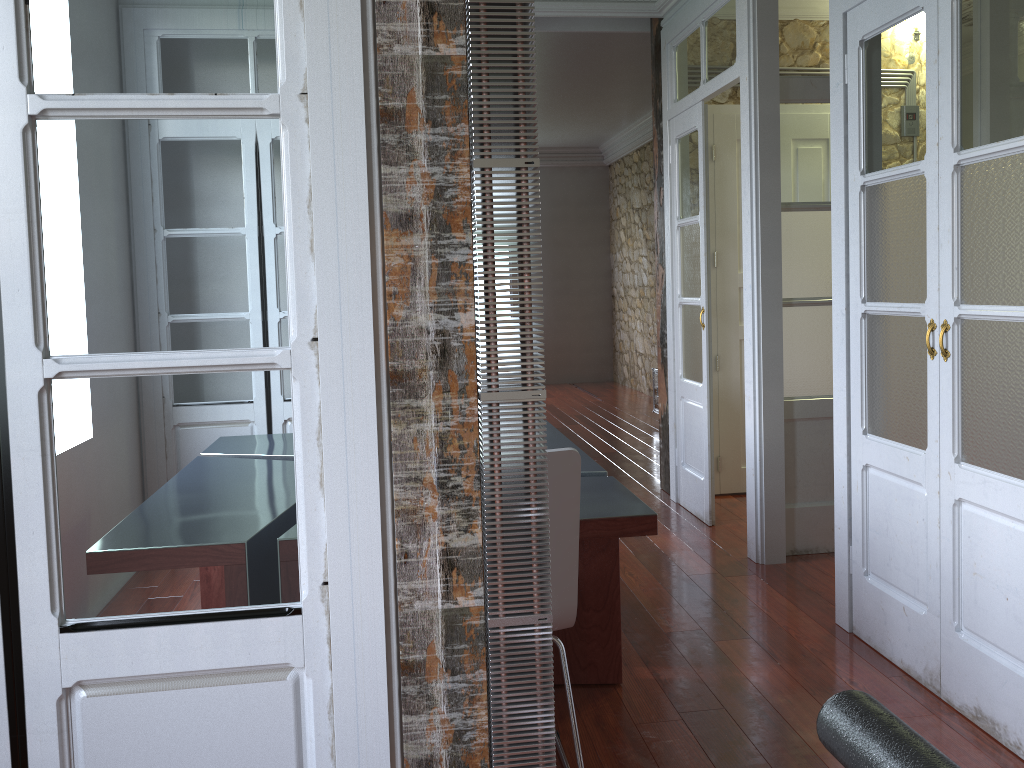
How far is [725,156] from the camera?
5.07m

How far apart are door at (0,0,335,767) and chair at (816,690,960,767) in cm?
113

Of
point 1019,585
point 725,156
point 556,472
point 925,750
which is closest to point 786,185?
point 725,156

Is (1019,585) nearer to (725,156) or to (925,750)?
(925,750)

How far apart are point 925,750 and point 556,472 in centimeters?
148cm

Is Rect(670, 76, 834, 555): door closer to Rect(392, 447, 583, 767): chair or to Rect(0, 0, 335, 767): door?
Rect(392, 447, 583, 767): chair

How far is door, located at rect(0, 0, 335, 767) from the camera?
1.45m

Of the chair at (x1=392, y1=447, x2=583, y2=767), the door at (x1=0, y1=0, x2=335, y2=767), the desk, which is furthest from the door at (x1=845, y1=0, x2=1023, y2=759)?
the door at (x1=0, y1=0, x2=335, y2=767)

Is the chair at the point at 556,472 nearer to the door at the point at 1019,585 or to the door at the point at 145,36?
the door at the point at 145,36

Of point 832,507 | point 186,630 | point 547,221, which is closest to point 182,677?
point 186,630
